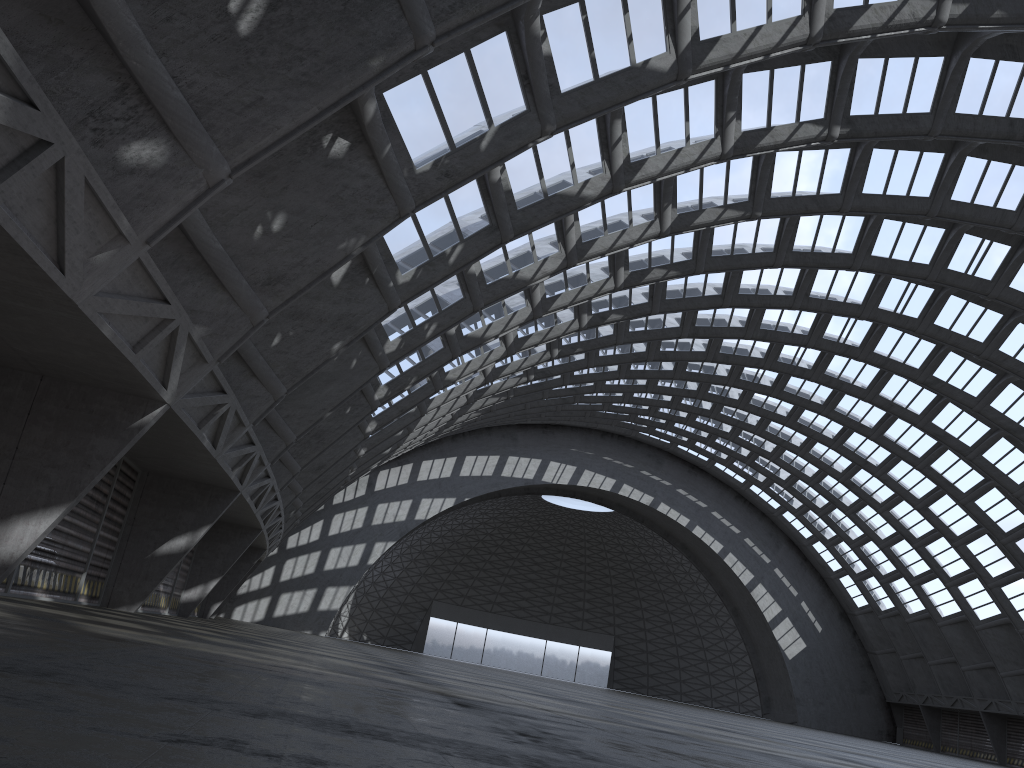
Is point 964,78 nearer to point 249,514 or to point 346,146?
point 346,146
